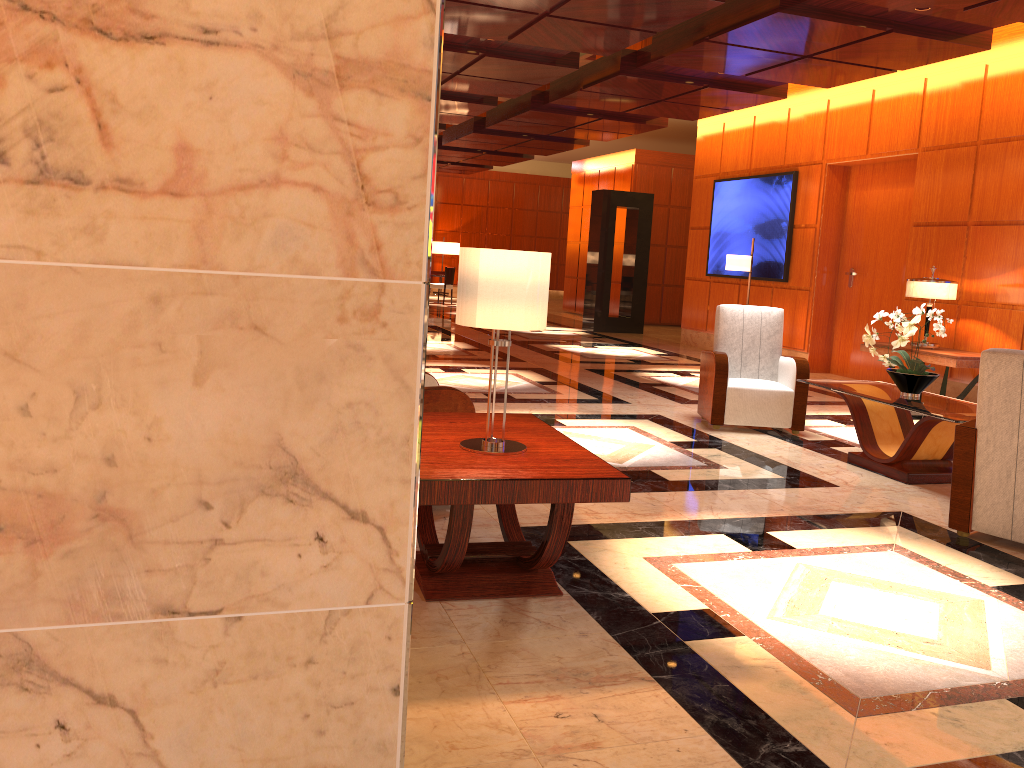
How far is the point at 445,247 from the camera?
25.16m

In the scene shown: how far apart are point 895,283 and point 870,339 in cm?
516

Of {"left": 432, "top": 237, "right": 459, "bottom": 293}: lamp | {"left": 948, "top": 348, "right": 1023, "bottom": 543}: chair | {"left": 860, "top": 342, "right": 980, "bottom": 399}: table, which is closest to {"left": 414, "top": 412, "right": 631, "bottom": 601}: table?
{"left": 948, "top": 348, "right": 1023, "bottom": 543}: chair

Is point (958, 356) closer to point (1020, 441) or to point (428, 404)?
point (1020, 441)

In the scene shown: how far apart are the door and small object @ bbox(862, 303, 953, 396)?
4.6m

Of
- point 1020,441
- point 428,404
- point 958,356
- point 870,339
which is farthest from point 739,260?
point 428,404

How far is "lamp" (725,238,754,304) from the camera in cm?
1084

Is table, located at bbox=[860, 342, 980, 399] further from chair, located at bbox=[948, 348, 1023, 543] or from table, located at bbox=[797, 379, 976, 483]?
chair, located at bbox=[948, 348, 1023, 543]

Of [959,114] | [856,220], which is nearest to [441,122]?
[856,220]

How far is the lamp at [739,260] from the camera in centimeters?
1084cm
